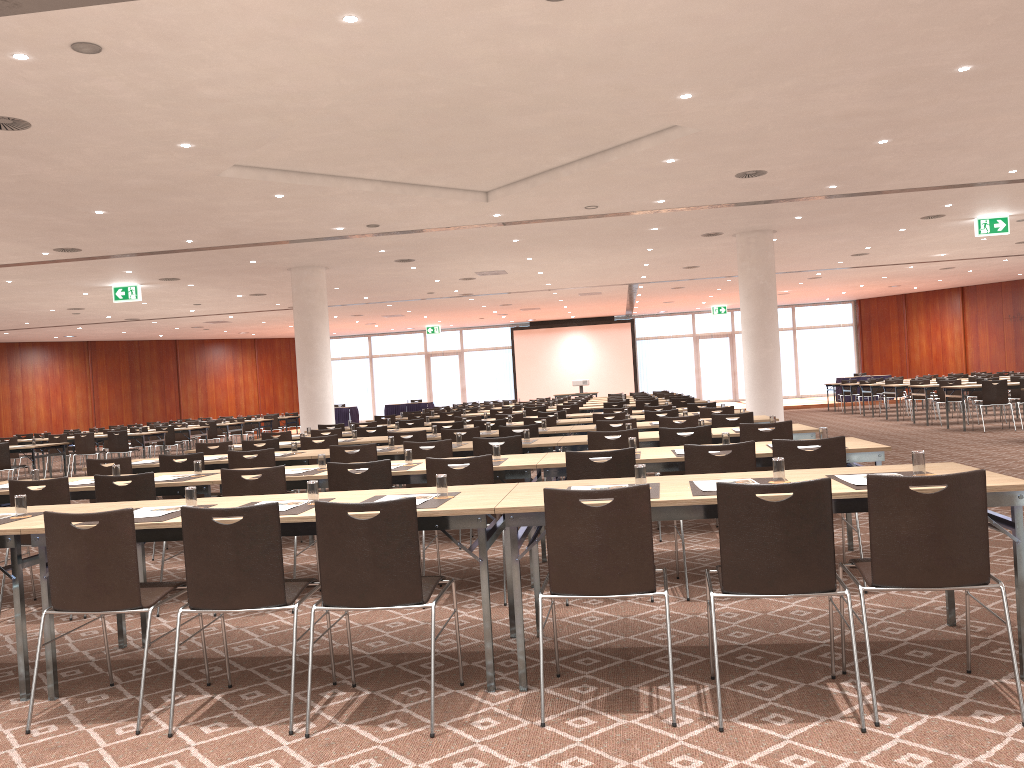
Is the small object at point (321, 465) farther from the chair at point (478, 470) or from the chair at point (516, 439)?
the chair at point (516, 439)

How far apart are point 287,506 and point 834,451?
3.26m

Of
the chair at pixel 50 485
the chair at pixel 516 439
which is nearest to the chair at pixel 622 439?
the chair at pixel 516 439

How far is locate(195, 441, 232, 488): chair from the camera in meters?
10.0

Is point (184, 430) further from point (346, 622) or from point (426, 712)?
point (426, 712)

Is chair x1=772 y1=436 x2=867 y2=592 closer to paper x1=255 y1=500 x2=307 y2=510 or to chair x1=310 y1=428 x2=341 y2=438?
paper x1=255 y1=500 x2=307 y2=510

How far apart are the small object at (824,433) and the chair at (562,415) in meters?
7.7 m

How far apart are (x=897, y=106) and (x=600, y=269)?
12.13m

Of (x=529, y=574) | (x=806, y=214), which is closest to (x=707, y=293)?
(x=806, y=214)

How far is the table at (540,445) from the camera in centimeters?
791cm
